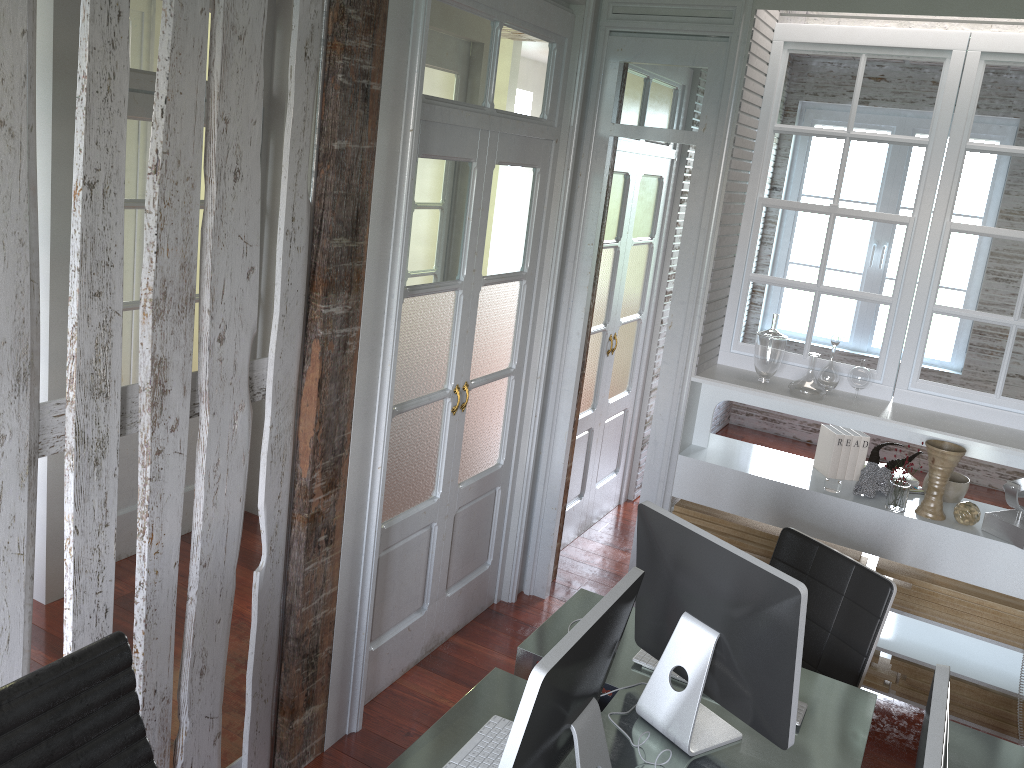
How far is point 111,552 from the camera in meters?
2.1 m

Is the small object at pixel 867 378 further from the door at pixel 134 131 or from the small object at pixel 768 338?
the door at pixel 134 131

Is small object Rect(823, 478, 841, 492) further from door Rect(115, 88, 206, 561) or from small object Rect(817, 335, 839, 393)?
door Rect(115, 88, 206, 561)

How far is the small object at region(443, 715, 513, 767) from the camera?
1.9m

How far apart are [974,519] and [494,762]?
2.27m

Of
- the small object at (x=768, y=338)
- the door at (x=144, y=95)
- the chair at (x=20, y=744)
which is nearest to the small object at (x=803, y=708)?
the chair at (x=20, y=744)

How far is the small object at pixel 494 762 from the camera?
1.93m

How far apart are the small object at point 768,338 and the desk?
1.4m

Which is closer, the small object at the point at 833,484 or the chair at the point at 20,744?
the chair at the point at 20,744

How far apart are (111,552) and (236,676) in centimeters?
146cm
